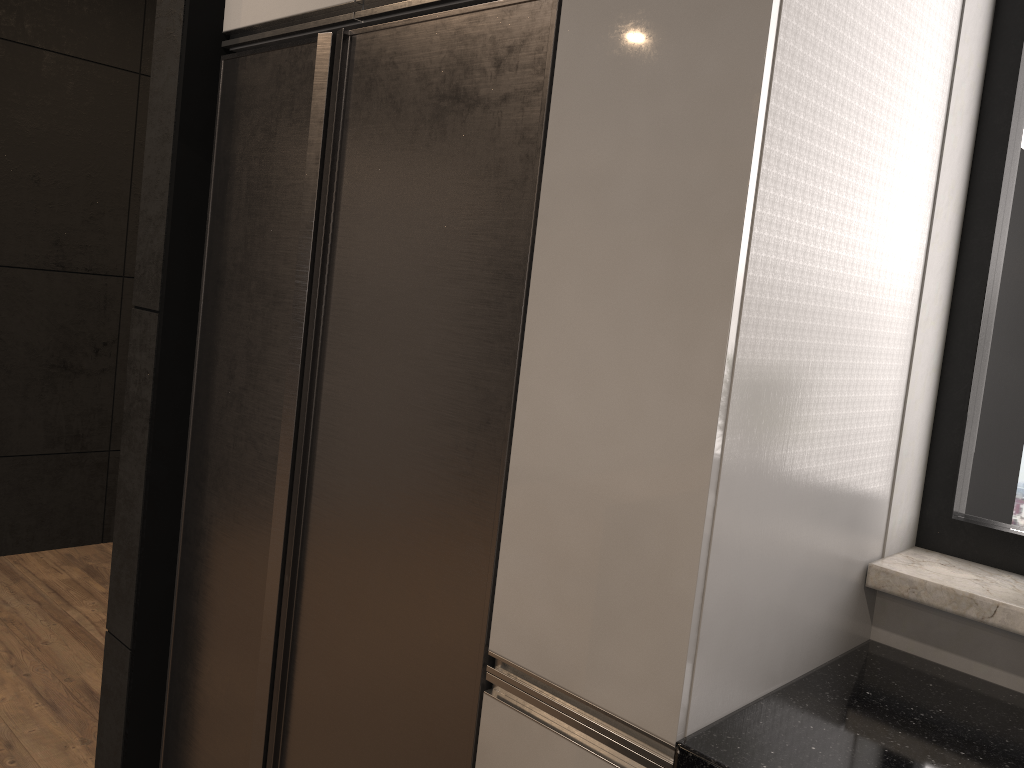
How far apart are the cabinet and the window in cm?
16

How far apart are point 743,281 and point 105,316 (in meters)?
3.43

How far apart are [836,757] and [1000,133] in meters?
1.1

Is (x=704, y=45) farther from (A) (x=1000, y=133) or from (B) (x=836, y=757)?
(B) (x=836, y=757)

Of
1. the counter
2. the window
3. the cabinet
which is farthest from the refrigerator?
the window

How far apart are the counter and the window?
0.23m

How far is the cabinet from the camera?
1.11m

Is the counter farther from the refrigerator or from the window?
the refrigerator

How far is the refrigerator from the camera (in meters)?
1.38

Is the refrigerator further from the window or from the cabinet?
the window
